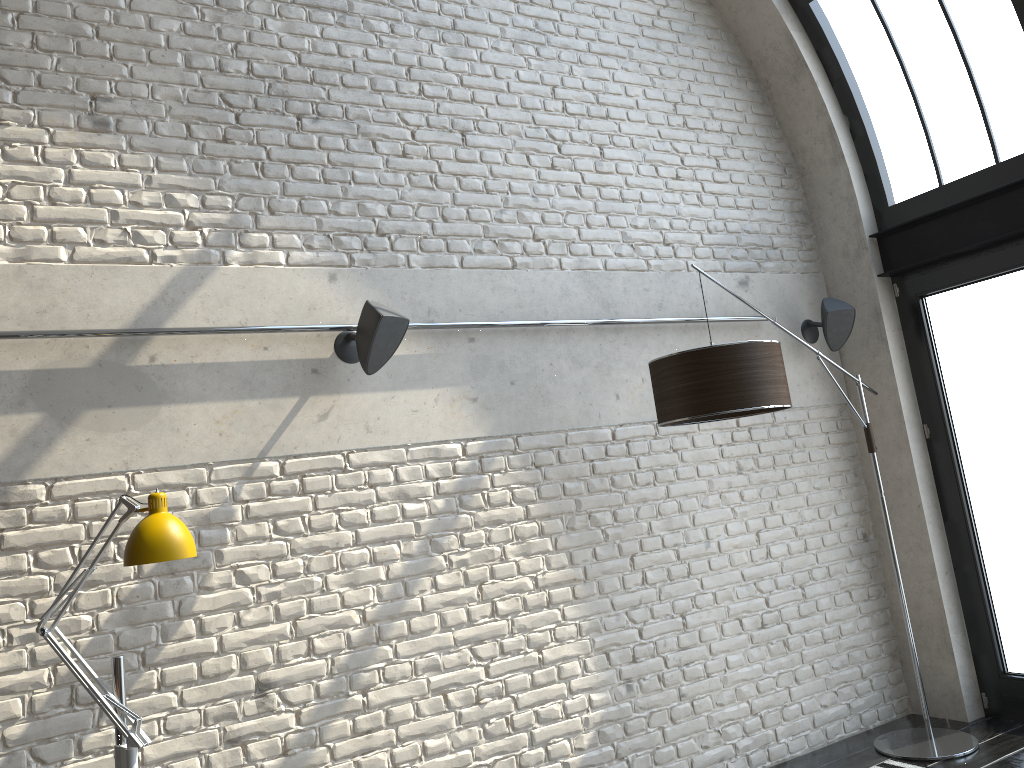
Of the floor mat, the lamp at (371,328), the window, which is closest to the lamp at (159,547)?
the lamp at (371,328)

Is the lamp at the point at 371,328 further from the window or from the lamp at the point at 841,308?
the window

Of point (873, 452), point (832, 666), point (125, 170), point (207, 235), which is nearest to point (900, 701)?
point (832, 666)

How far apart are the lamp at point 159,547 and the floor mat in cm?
336

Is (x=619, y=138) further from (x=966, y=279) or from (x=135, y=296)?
(x=135, y=296)

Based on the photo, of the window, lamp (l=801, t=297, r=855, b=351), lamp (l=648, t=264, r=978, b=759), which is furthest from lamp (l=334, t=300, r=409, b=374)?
the window

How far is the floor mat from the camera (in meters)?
4.18

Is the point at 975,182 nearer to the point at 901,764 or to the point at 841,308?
the point at 841,308

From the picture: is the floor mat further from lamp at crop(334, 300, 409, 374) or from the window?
lamp at crop(334, 300, 409, 374)

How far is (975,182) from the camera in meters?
4.6 m
